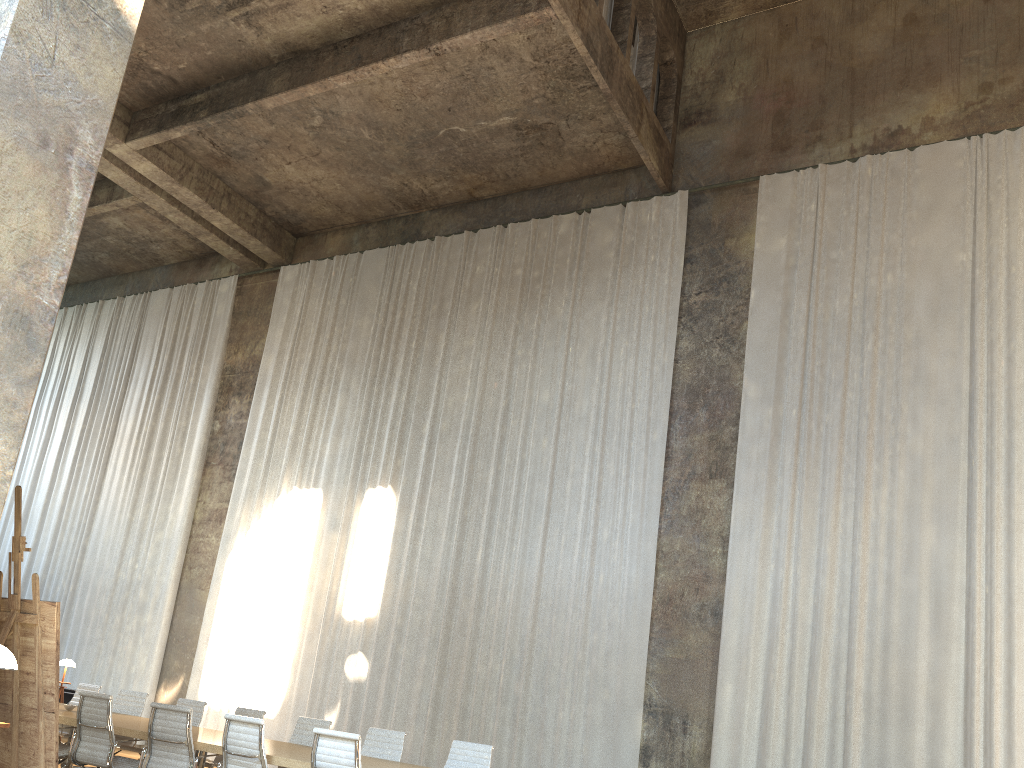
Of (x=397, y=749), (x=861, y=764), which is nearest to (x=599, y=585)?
(x=861, y=764)

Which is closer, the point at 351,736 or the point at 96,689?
the point at 351,736

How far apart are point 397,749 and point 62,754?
2.90m

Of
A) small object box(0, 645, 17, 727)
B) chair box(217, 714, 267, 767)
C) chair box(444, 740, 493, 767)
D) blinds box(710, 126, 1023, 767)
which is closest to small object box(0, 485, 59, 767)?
small object box(0, 645, 17, 727)

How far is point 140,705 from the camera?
9.7m

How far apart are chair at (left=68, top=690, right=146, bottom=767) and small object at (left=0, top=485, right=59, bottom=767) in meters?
2.8 m

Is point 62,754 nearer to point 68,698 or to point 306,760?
point 306,760

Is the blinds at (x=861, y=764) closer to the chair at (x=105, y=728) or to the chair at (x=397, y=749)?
the chair at (x=397, y=749)

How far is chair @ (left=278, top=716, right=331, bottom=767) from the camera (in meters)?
8.39

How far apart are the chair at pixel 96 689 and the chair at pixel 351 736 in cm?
519
